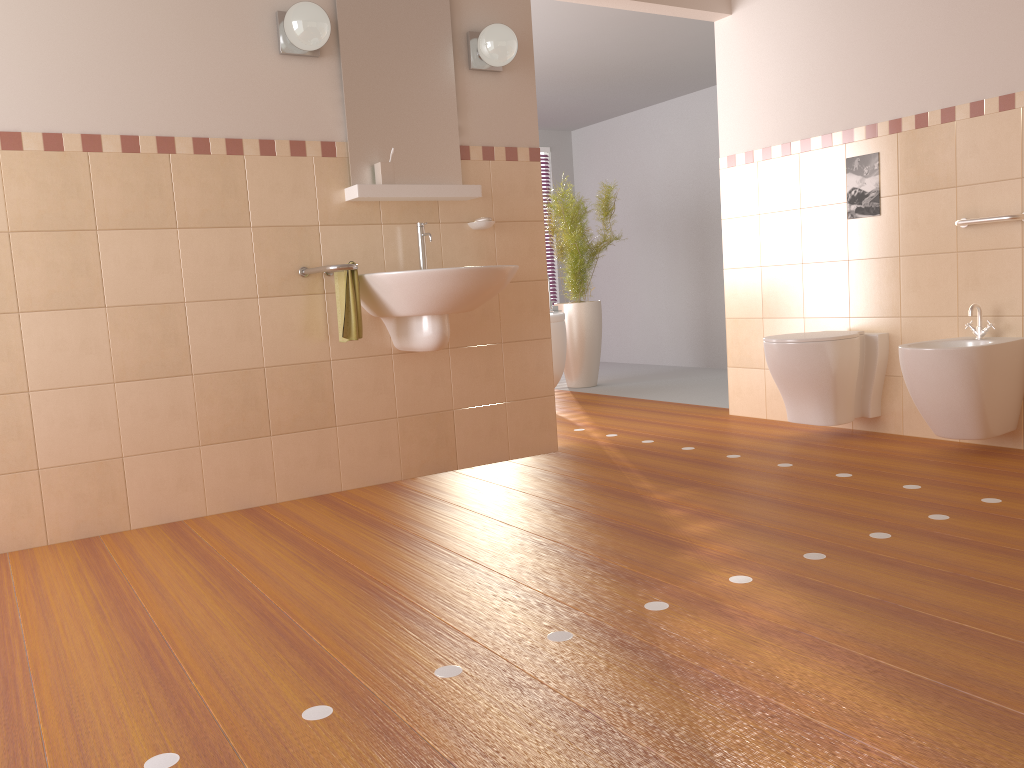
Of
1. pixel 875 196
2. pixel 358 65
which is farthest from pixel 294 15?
pixel 875 196

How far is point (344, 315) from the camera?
3.31m

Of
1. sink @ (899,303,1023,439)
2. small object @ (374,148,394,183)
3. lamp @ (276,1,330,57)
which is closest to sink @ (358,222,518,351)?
small object @ (374,148,394,183)

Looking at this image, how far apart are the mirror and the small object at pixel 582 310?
2.45m

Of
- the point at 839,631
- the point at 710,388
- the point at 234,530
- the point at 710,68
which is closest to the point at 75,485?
the point at 234,530

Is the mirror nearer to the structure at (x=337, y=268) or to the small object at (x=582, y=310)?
the structure at (x=337, y=268)

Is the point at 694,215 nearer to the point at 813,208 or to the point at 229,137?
the point at 813,208

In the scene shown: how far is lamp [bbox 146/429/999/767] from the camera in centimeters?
153cm

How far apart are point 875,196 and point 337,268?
2.4m

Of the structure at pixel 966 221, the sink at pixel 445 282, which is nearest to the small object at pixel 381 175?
the sink at pixel 445 282
